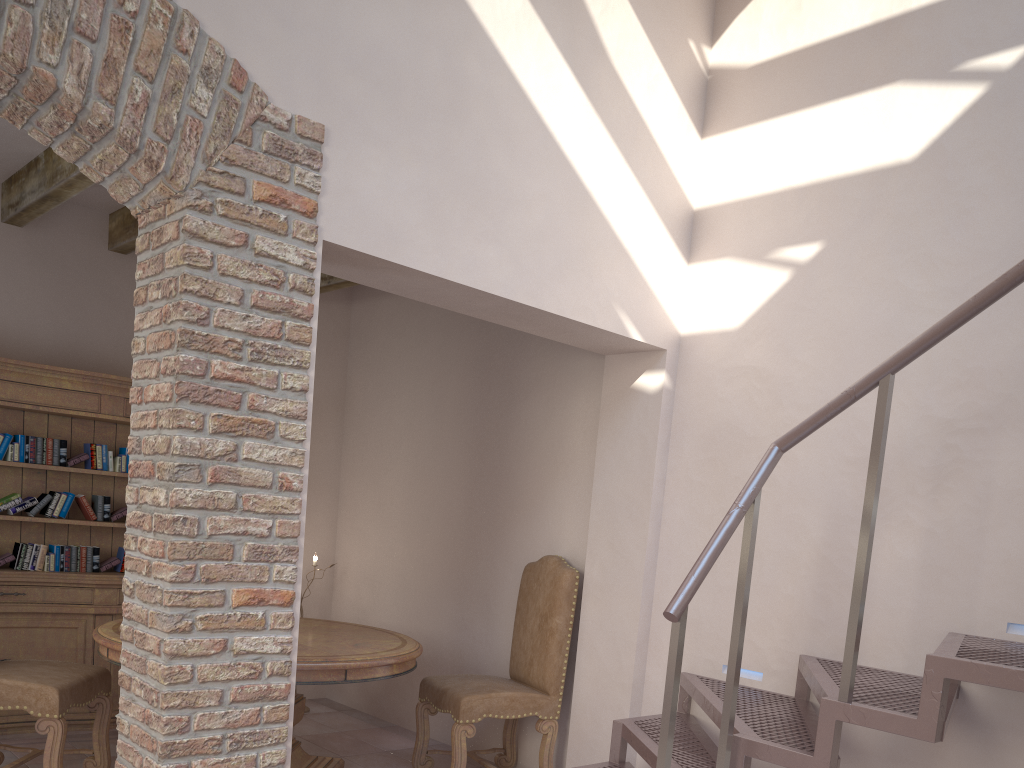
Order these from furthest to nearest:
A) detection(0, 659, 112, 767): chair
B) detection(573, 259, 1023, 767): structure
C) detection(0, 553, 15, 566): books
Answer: detection(0, 553, 15, 566): books, detection(0, 659, 112, 767): chair, detection(573, 259, 1023, 767): structure

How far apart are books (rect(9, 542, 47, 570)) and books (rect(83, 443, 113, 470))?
0.5m

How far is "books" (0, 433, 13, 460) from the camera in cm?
464

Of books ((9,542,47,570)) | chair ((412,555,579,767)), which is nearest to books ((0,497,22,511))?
books ((9,542,47,570))

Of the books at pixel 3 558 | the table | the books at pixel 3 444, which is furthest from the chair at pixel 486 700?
the books at pixel 3 444

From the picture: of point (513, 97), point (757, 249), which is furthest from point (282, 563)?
point (757, 249)

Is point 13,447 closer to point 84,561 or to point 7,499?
point 7,499

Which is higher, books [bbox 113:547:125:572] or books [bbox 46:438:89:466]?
books [bbox 46:438:89:466]

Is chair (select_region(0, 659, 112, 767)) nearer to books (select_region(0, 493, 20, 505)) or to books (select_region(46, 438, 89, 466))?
books (select_region(0, 493, 20, 505))

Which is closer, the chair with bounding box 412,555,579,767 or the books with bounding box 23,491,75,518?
the chair with bounding box 412,555,579,767
